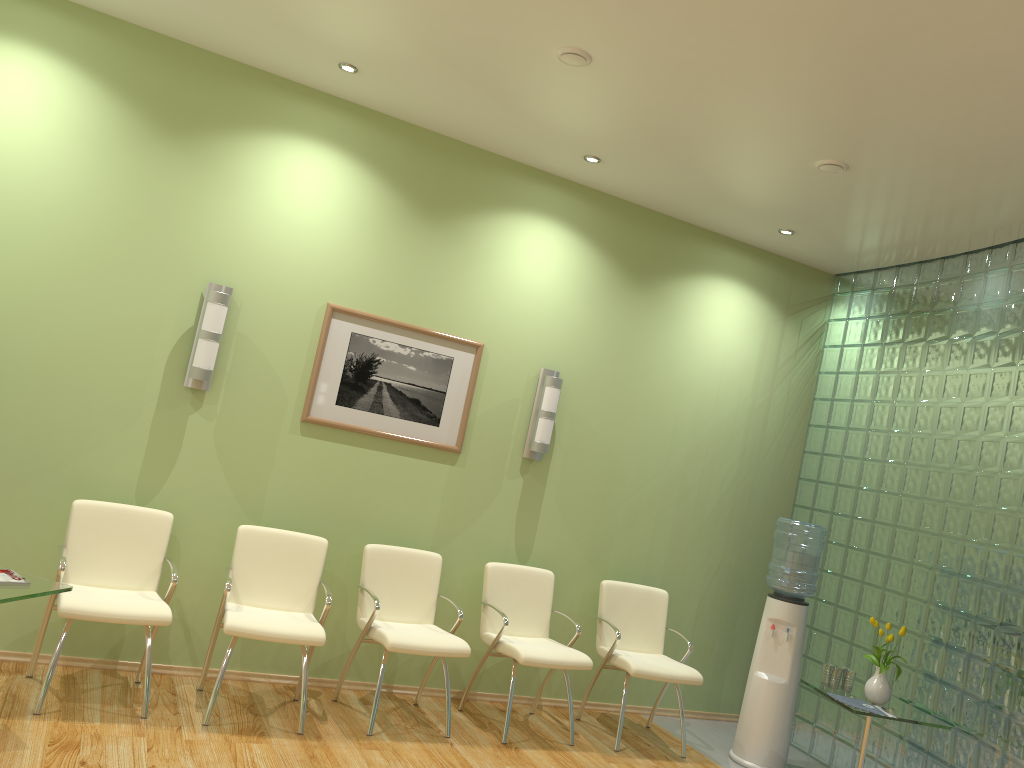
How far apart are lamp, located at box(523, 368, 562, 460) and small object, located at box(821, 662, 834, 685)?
2.06m

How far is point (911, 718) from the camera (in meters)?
4.71

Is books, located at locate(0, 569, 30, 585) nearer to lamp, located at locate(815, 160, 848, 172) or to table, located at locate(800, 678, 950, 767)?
table, located at locate(800, 678, 950, 767)

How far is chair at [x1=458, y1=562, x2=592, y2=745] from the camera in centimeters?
495cm

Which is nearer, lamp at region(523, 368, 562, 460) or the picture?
the picture

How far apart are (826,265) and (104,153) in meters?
4.8

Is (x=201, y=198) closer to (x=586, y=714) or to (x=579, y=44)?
(x=579, y=44)

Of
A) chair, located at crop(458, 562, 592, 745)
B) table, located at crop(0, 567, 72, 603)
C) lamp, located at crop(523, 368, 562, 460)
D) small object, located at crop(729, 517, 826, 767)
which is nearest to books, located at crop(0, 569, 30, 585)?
table, located at crop(0, 567, 72, 603)

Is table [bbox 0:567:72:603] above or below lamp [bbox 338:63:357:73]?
below

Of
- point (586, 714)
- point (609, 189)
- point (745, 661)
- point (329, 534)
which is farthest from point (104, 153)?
point (745, 661)
